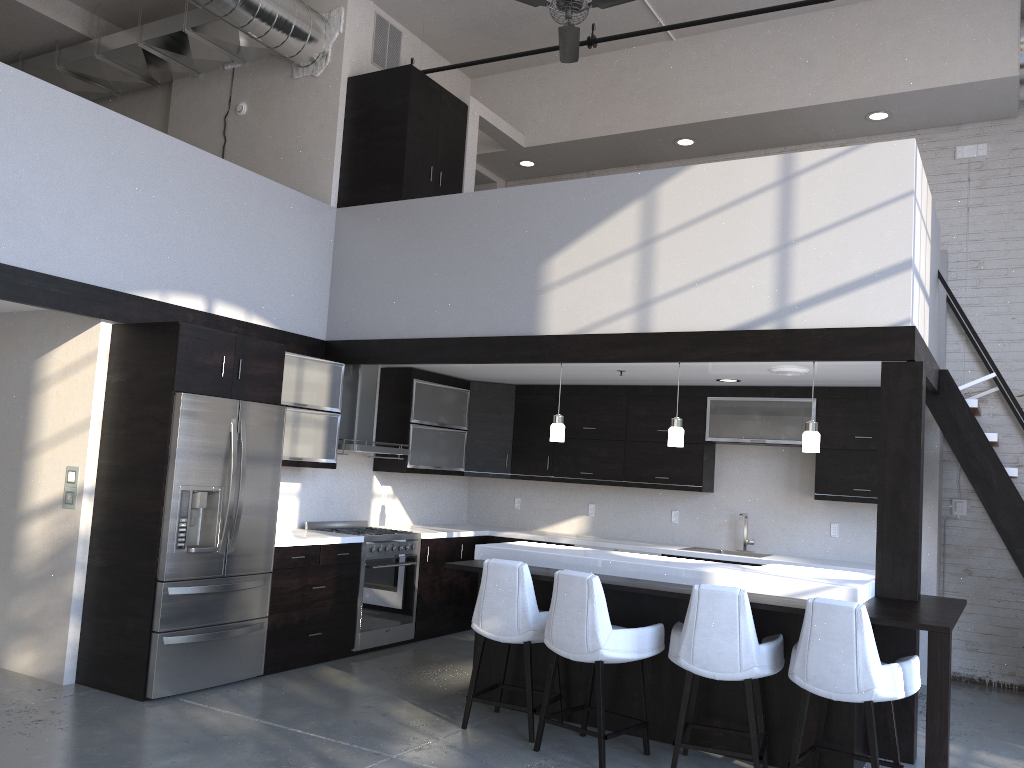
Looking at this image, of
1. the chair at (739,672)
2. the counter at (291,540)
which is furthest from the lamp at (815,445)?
the counter at (291,540)

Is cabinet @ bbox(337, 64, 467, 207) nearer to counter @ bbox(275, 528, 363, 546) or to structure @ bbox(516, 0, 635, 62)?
structure @ bbox(516, 0, 635, 62)

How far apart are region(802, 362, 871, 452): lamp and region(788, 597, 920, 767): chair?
1.35m

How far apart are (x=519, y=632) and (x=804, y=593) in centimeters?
151cm

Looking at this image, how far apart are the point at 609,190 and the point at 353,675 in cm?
372

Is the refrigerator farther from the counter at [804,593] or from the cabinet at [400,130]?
the cabinet at [400,130]

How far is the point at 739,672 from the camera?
4.2 meters

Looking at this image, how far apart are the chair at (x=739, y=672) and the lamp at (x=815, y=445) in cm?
125

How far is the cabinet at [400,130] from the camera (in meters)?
7.12

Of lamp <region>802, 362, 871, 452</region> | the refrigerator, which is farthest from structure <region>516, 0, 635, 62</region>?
the refrigerator
